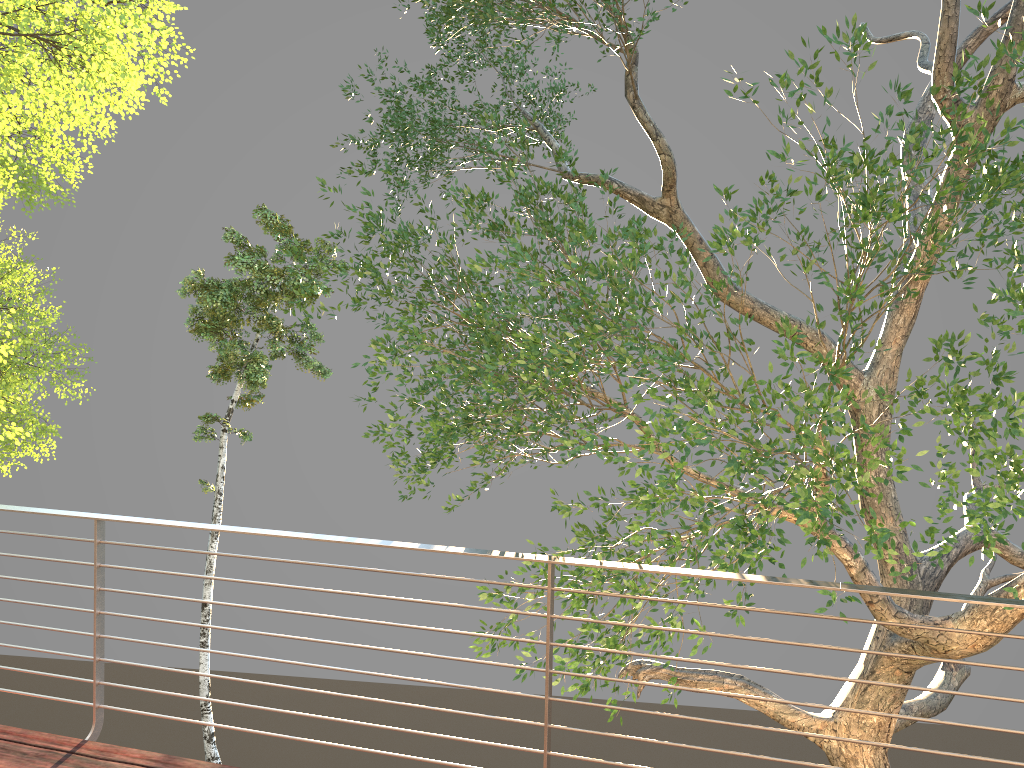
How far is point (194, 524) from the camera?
3.1 meters

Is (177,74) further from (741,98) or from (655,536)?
(655,536)
